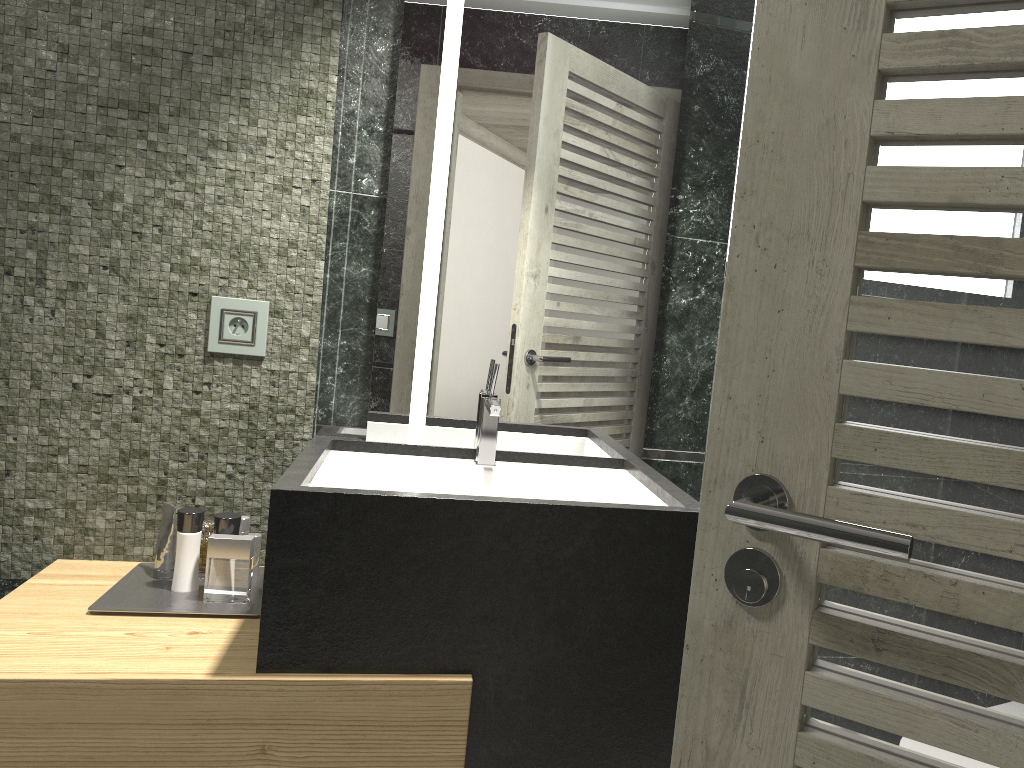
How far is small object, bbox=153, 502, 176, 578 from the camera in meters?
2.0 m

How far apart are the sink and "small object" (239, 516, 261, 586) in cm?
20

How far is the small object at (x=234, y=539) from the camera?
1.9 meters

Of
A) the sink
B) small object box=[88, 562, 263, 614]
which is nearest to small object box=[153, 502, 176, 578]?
small object box=[88, 562, 263, 614]

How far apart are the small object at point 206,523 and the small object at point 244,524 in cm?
169

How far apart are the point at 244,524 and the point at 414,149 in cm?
96

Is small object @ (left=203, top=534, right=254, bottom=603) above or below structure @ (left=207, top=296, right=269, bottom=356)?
below

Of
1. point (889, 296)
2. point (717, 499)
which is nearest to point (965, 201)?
point (889, 296)

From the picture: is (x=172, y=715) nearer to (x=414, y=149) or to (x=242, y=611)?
(x=242, y=611)

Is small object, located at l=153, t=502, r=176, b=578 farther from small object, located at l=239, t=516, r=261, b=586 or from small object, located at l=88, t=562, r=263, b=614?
small object, located at l=239, t=516, r=261, b=586
